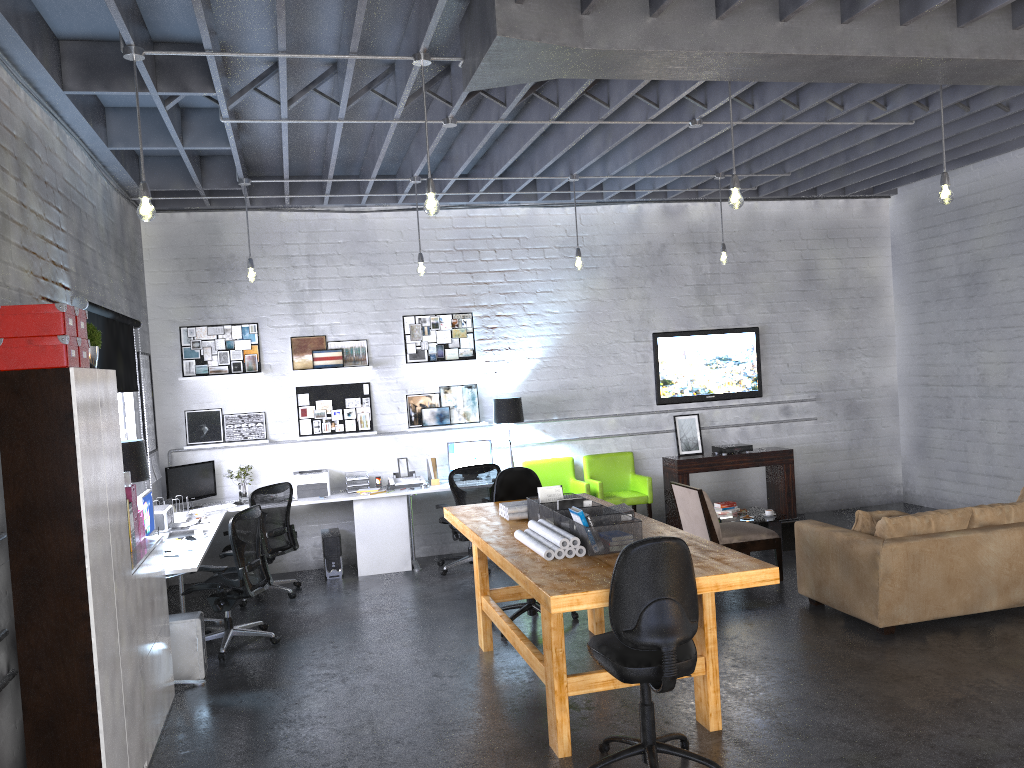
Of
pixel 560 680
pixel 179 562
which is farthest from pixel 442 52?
pixel 560 680

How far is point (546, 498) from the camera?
5.77m

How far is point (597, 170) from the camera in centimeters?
867cm

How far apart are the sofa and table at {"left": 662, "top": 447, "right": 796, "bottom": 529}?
2.88m

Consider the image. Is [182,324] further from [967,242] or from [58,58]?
[967,242]

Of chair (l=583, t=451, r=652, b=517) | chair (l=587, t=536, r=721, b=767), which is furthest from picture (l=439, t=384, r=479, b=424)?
chair (l=587, t=536, r=721, b=767)

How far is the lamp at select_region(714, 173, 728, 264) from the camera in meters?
8.6

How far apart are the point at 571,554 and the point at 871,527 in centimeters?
275cm

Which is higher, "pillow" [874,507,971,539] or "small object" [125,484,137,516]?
"small object" [125,484,137,516]

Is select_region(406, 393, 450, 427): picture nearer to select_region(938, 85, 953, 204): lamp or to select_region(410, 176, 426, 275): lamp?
select_region(410, 176, 426, 275): lamp
